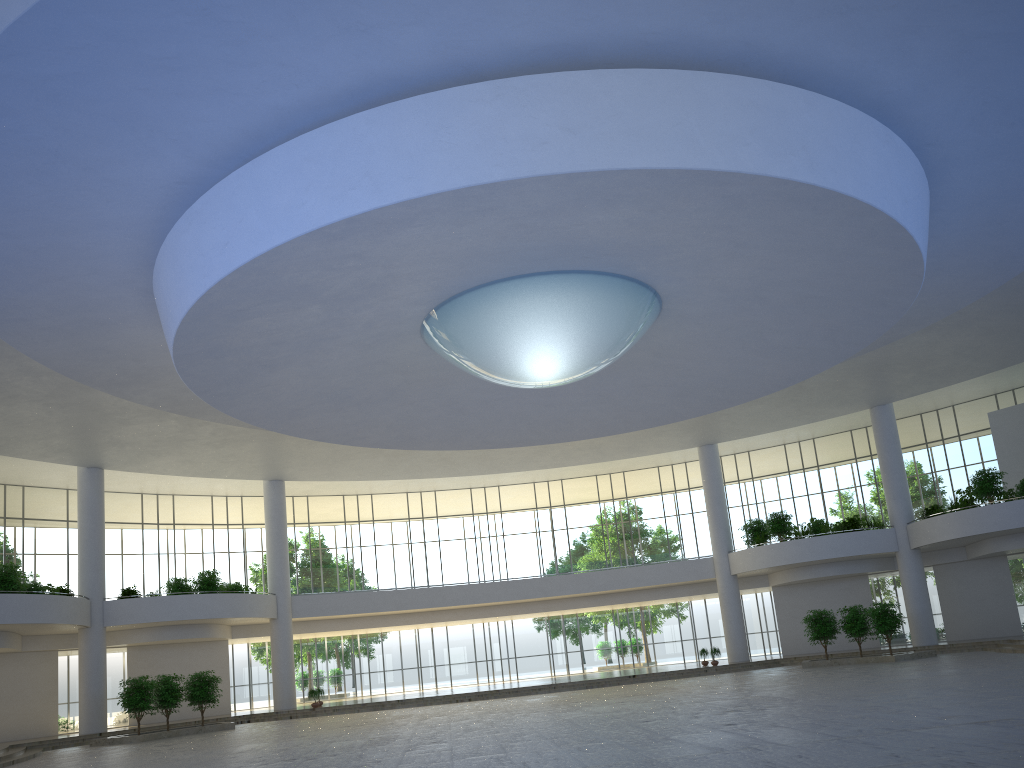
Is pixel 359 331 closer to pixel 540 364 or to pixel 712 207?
pixel 540 364
